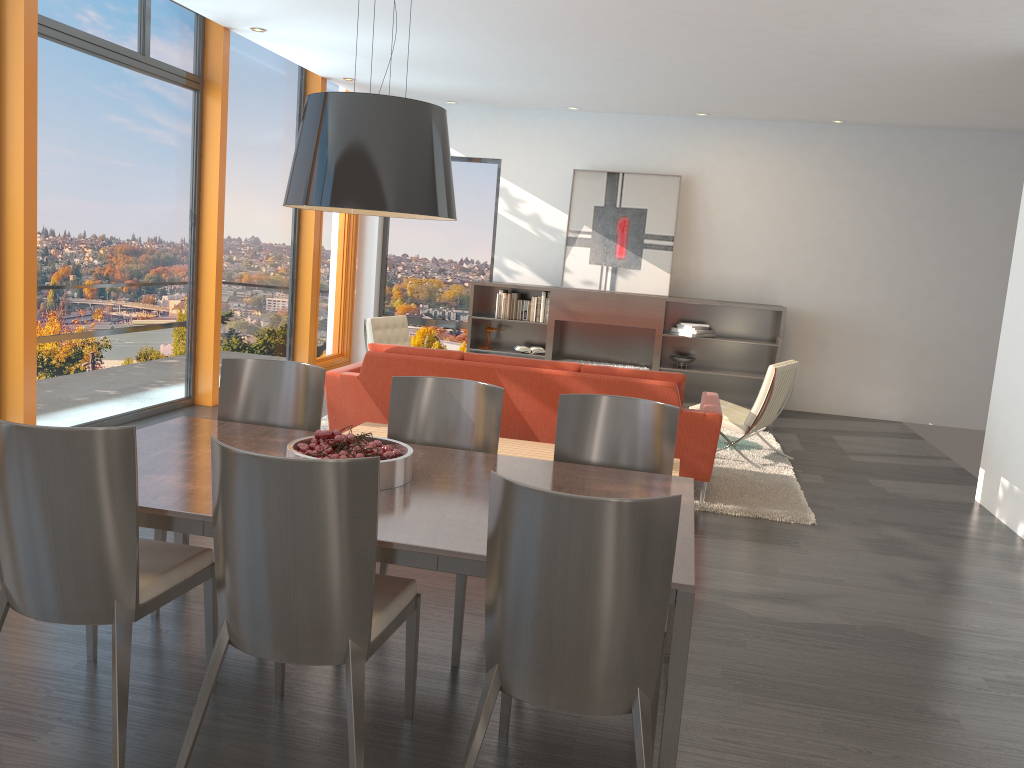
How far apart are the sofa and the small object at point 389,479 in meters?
2.4 m

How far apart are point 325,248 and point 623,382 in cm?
547

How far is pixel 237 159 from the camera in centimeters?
801cm

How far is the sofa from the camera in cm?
545

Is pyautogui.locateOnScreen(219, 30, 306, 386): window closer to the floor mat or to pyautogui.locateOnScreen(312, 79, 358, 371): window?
pyautogui.locateOnScreen(312, 79, 358, 371): window

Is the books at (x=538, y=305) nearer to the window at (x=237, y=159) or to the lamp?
the window at (x=237, y=159)

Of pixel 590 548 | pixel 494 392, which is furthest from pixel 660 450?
pixel 590 548

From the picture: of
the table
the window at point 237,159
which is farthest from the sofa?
the window at point 237,159

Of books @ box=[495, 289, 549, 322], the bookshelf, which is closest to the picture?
the bookshelf

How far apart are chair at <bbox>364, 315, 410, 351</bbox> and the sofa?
1.7m
